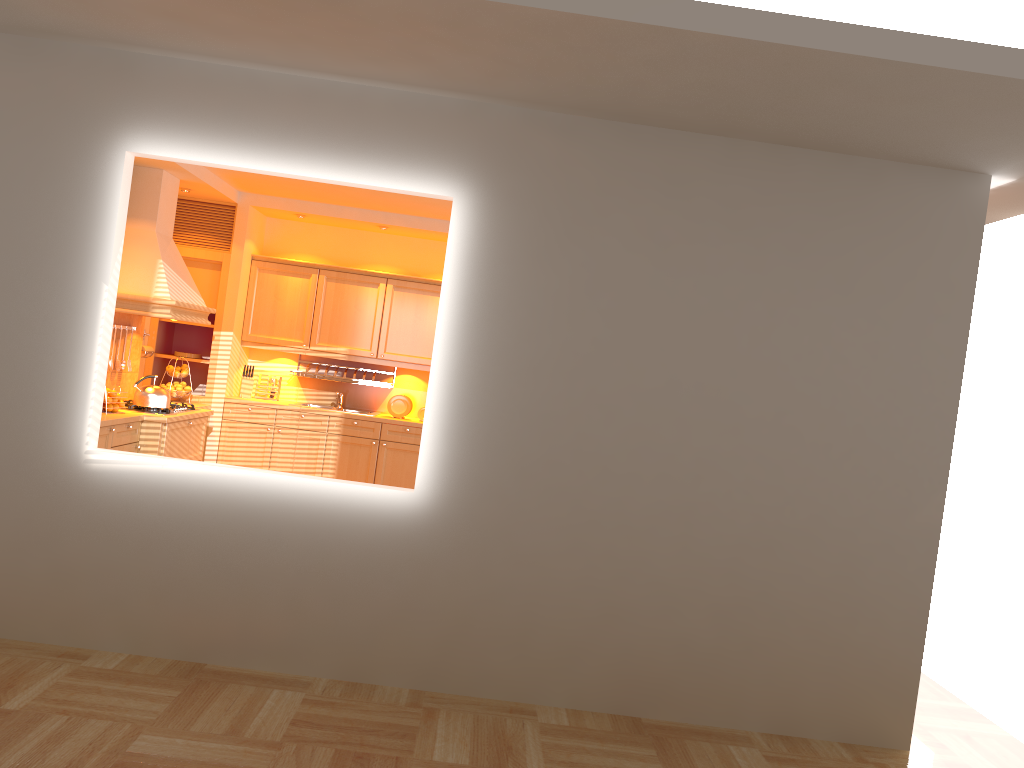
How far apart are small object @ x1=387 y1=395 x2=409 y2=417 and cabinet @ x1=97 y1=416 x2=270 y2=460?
1.61m

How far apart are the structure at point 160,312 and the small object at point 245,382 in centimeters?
101cm

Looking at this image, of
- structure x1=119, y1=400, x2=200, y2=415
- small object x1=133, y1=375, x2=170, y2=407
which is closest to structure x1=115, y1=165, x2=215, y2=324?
small object x1=133, y1=375, x2=170, y2=407

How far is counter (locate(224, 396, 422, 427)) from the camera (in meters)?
7.54

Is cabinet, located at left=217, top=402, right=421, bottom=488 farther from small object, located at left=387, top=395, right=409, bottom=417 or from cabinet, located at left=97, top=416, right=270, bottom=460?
cabinet, located at left=97, top=416, right=270, bottom=460

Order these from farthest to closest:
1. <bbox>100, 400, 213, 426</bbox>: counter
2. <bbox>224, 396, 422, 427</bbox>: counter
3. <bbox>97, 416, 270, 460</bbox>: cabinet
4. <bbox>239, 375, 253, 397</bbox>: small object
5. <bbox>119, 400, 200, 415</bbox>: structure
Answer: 1. <bbox>239, 375, 253, 397</bbox>: small object
2. <bbox>224, 396, 422, 427</bbox>: counter
3. <bbox>119, 400, 200, 415</bbox>: structure
4. <bbox>97, 416, 270, 460</bbox>: cabinet
5. <bbox>100, 400, 213, 426</bbox>: counter

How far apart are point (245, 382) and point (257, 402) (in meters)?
0.33

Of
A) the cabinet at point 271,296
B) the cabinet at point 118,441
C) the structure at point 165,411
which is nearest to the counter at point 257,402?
the cabinet at point 271,296

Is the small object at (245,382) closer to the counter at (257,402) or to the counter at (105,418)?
the counter at (257,402)

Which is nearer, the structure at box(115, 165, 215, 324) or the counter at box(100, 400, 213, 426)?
the counter at box(100, 400, 213, 426)
